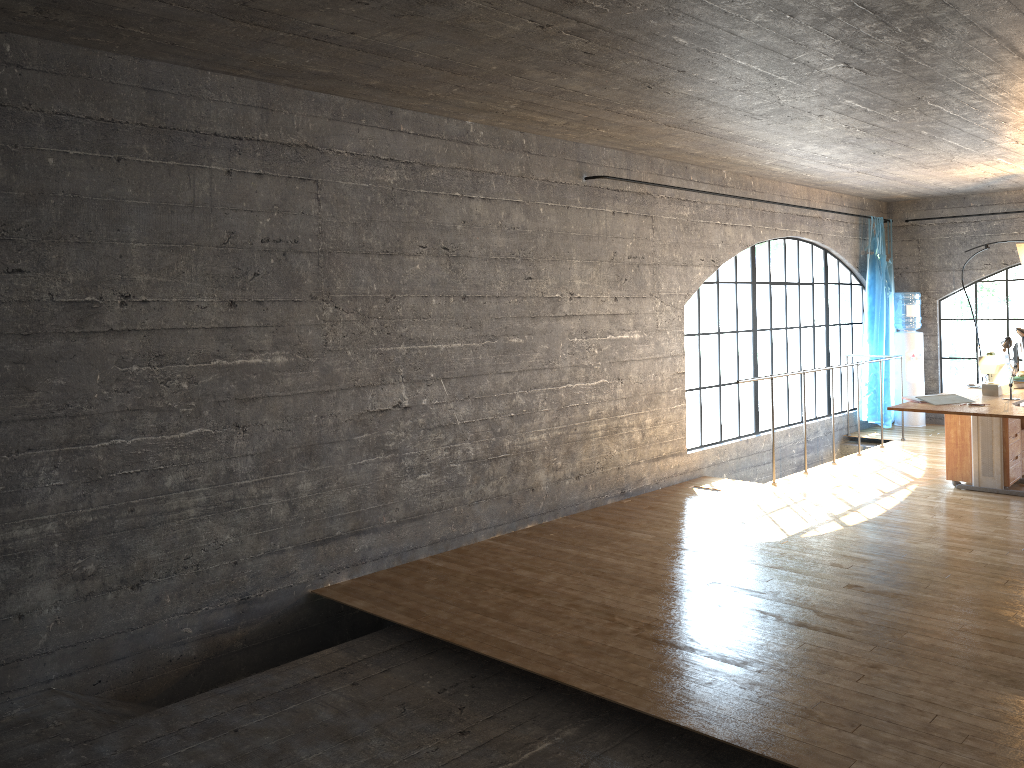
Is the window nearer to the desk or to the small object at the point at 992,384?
the desk

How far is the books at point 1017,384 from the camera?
6.41m

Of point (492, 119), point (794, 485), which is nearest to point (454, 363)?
point (492, 119)

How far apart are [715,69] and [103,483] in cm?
329

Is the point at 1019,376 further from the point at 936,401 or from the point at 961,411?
the point at 961,411

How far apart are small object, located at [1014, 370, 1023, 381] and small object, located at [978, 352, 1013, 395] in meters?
0.5

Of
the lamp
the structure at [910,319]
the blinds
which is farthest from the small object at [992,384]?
the structure at [910,319]

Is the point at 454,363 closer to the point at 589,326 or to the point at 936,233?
the point at 589,326

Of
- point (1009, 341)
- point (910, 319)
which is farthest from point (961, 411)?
point (910, 319)

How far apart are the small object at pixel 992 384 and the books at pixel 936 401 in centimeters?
49cm
